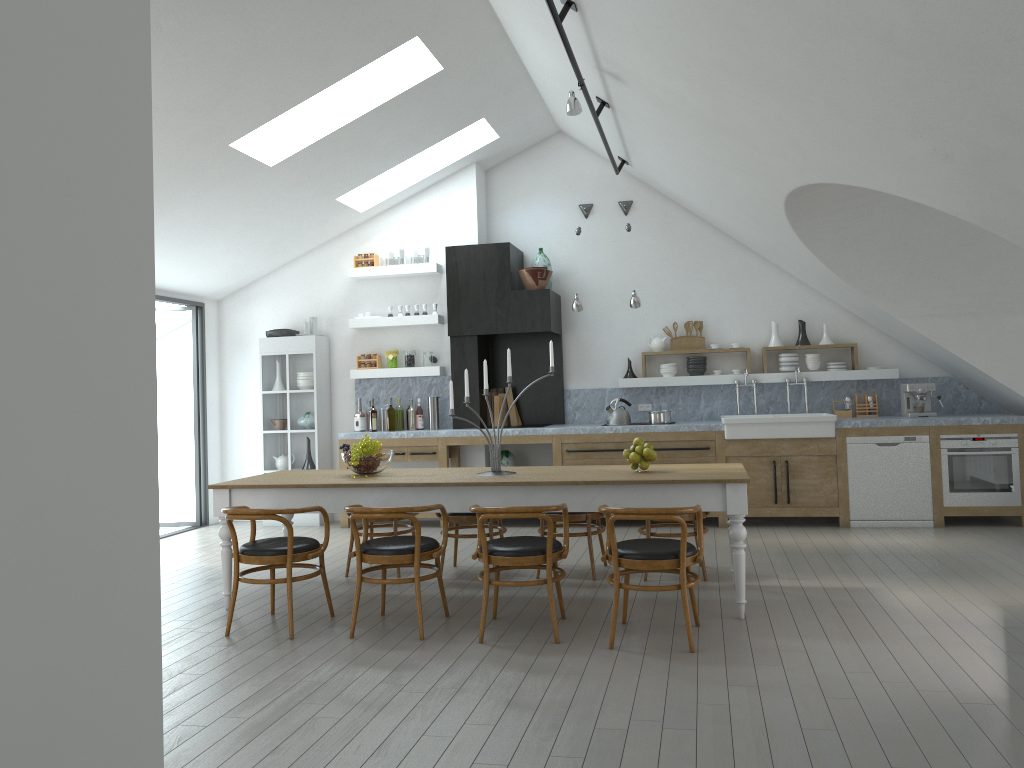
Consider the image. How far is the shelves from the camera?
8.7m

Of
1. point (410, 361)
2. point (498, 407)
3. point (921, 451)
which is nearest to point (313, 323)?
point (410, 361)

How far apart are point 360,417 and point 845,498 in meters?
4.8 m

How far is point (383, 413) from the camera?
9.2 meters

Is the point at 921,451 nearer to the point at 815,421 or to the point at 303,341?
the point at 815,421

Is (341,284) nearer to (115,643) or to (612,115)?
(612,115)

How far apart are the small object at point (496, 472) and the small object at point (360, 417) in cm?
376

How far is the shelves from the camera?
8.7 meters

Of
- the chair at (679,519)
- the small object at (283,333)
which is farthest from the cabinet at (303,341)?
the chair at (679,519)

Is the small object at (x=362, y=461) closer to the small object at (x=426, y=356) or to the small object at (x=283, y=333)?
the small object at (x=426, y=356)
